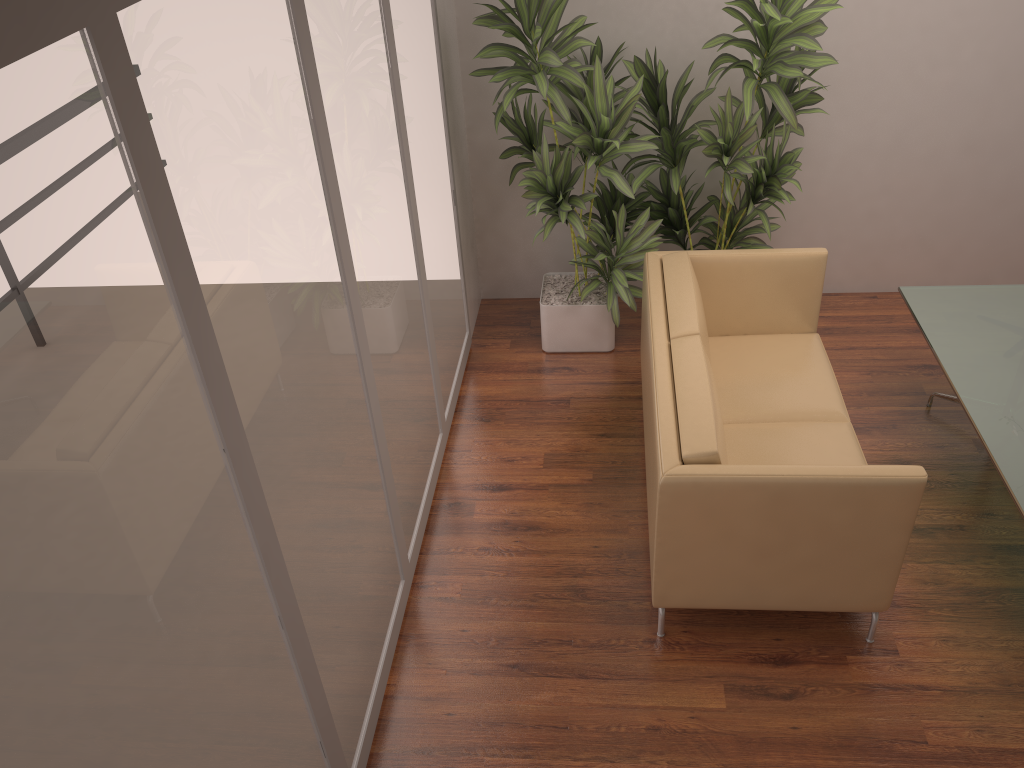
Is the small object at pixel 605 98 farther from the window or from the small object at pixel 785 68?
the window

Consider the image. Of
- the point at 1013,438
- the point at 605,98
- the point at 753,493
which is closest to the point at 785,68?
the point at 605,98

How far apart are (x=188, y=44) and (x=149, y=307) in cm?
58

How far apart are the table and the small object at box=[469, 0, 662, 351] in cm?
126

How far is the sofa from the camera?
2.9m

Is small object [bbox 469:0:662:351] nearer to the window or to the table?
the window

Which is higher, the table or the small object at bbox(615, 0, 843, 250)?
the small object at bbox(615, 0, 843, 250)

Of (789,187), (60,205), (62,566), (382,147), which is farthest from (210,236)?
(789,187)

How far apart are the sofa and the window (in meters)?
0.98

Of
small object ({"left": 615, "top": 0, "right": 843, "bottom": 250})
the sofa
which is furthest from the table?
small object ({"left": 615, "top": 0, "right": 843, "bottom": 250})
